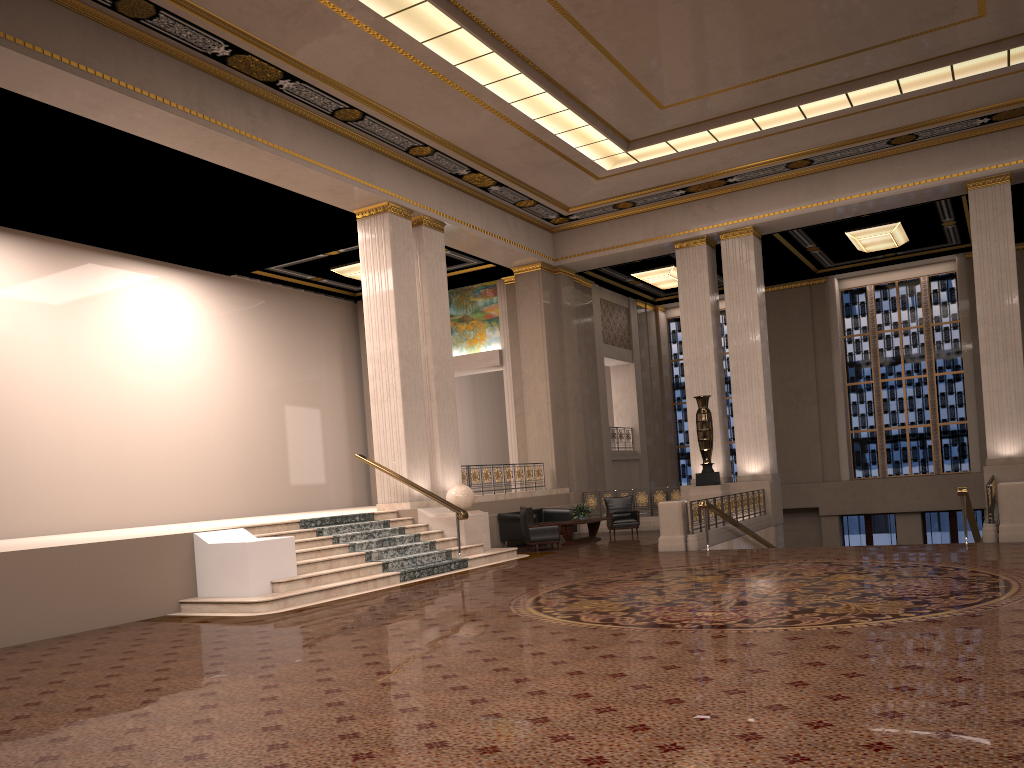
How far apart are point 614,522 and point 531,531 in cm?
331

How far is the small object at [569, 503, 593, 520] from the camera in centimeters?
1729cm

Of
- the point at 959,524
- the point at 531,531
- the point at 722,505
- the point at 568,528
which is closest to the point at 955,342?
the point at 959,524

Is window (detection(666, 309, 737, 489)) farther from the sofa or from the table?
the table

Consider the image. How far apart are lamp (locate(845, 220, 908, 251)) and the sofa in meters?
9.4

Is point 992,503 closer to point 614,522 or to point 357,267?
point 614,522

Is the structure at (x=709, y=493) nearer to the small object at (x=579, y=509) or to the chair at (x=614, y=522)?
the chair at (x=614, y=522)

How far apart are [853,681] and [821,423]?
20.79m

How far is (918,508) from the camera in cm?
2292

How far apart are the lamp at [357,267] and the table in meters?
7.8 m
